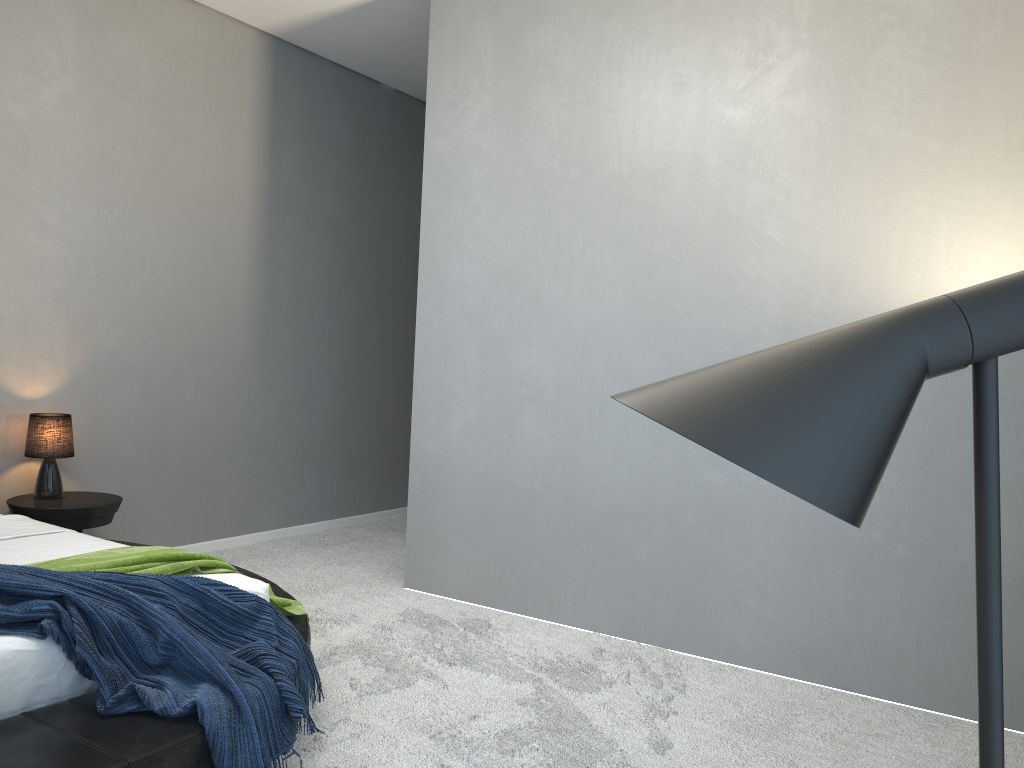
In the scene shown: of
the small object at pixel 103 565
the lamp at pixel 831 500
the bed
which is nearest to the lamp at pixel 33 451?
the bed

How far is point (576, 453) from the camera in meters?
4.1 m

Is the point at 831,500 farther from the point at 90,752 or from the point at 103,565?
the point at 103,565

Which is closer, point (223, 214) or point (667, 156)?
point (667, 156)

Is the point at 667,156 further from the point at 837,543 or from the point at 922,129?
the point at 837,543

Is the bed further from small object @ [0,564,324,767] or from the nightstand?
the nightstand

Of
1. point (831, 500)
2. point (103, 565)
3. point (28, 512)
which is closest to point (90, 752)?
point (103, 565)

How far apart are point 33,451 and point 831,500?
4.4m

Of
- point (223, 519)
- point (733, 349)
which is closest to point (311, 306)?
→ point (223, 519)

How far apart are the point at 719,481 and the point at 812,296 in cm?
84
